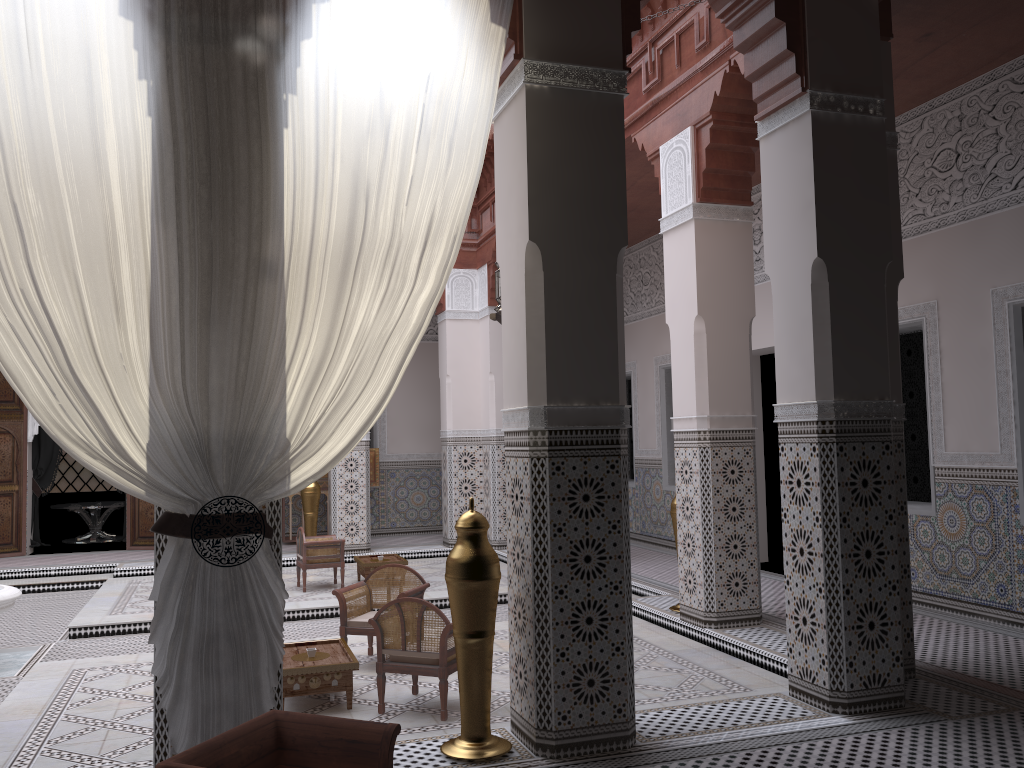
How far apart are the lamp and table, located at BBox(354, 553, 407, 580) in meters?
2.5 m

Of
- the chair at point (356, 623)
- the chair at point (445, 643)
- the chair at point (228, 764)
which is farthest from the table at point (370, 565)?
the chair at point (228, 764)

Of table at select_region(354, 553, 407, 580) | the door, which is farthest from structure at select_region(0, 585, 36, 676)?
the door

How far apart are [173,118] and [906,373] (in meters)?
2.95

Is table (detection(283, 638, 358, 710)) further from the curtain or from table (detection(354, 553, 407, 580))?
table (detection(354, 553, 407, 580))

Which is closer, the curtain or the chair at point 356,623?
the curtain

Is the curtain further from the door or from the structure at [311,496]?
the door

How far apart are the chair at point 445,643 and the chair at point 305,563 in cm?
193

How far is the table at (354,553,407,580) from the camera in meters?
4.4 m

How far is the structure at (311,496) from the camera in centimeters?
541cm
